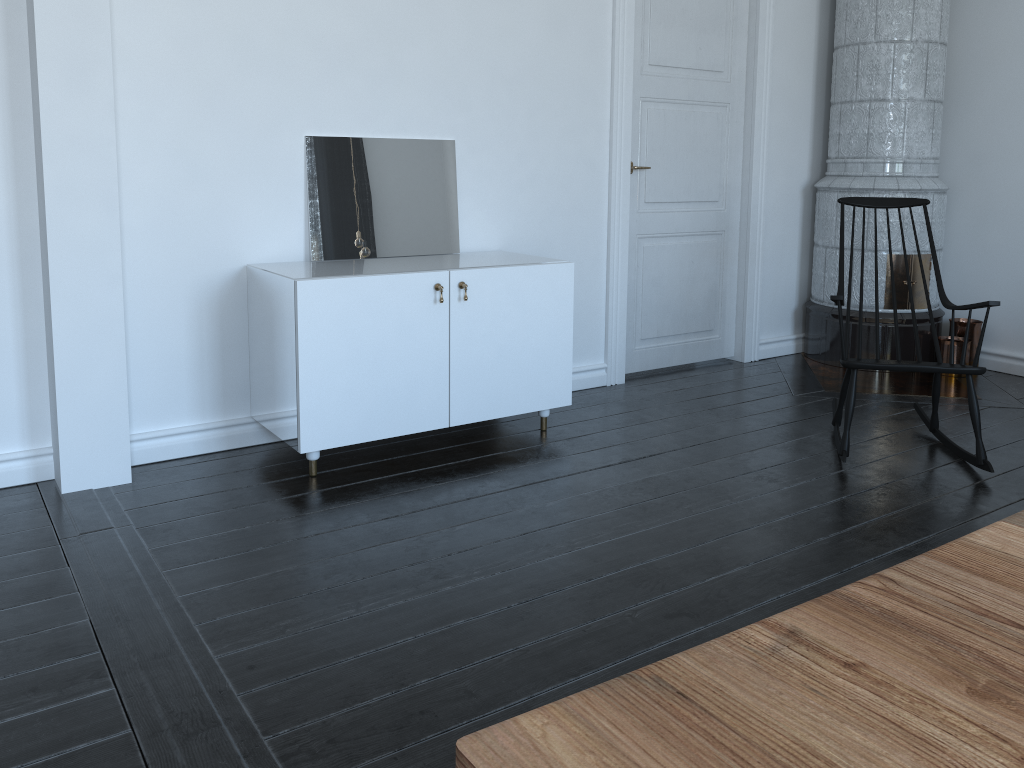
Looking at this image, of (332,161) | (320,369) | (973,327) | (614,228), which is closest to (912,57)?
(973,327)

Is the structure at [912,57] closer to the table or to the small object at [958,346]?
the small object at [958,346]

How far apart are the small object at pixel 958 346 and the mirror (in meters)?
2.82

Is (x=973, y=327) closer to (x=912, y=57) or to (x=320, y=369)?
(x=912, y=57)

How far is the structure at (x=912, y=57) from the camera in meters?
4.7

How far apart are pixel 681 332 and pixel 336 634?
3.2m

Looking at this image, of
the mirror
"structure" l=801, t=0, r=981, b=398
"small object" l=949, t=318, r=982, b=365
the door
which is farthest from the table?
"small object" l=949, t=318, r=982, b=365

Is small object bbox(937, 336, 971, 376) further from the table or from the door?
the table

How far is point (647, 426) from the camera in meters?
3.9

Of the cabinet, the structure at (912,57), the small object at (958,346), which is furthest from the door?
the small object at (958,346)
